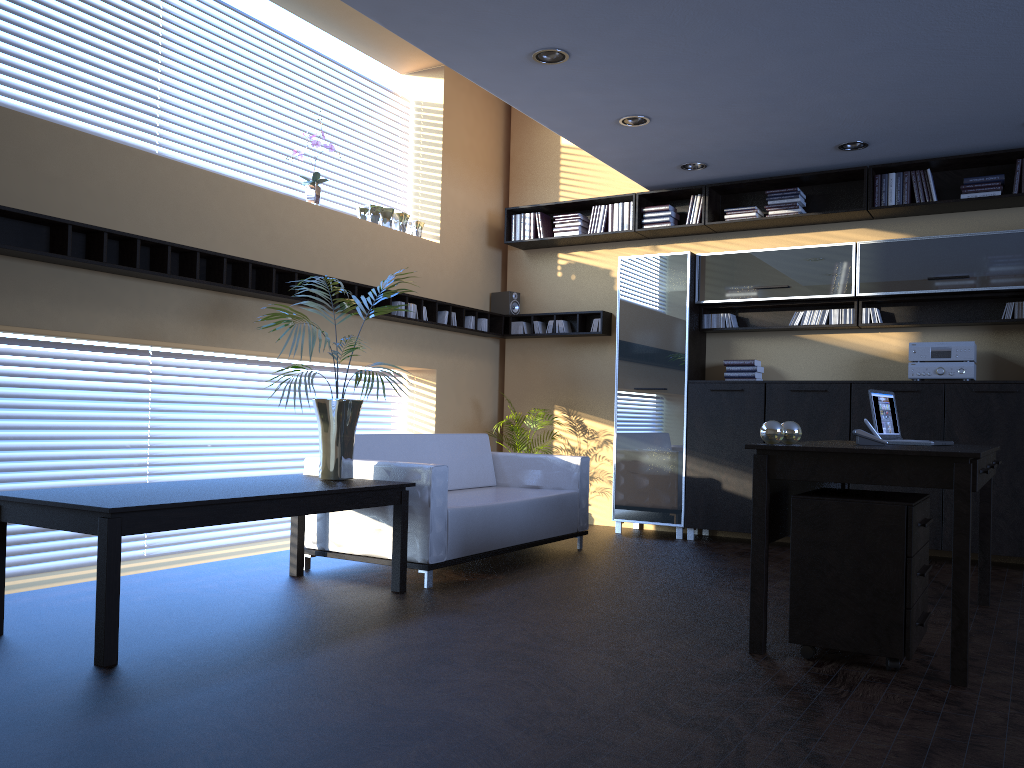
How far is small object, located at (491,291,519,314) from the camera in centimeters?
859cm

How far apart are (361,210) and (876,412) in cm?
434

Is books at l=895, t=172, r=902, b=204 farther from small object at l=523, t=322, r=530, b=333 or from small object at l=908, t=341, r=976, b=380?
small object at l=523, t=322, r=530, b=333

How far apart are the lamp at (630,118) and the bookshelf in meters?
1.5 m

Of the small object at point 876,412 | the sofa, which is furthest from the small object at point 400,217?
the small object at point 876,412

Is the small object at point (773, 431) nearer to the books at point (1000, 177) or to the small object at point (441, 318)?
the books at point (1000, 177)

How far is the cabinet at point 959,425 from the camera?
6.3 meters

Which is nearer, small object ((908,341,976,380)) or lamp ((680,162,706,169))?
small object ((908,341,976,380))

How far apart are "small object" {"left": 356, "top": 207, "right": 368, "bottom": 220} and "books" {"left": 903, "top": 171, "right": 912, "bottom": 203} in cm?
422

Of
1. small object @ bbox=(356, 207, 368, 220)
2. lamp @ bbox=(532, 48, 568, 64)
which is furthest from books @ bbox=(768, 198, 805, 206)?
small object @ bbox=(356, 207, 368, 220)
